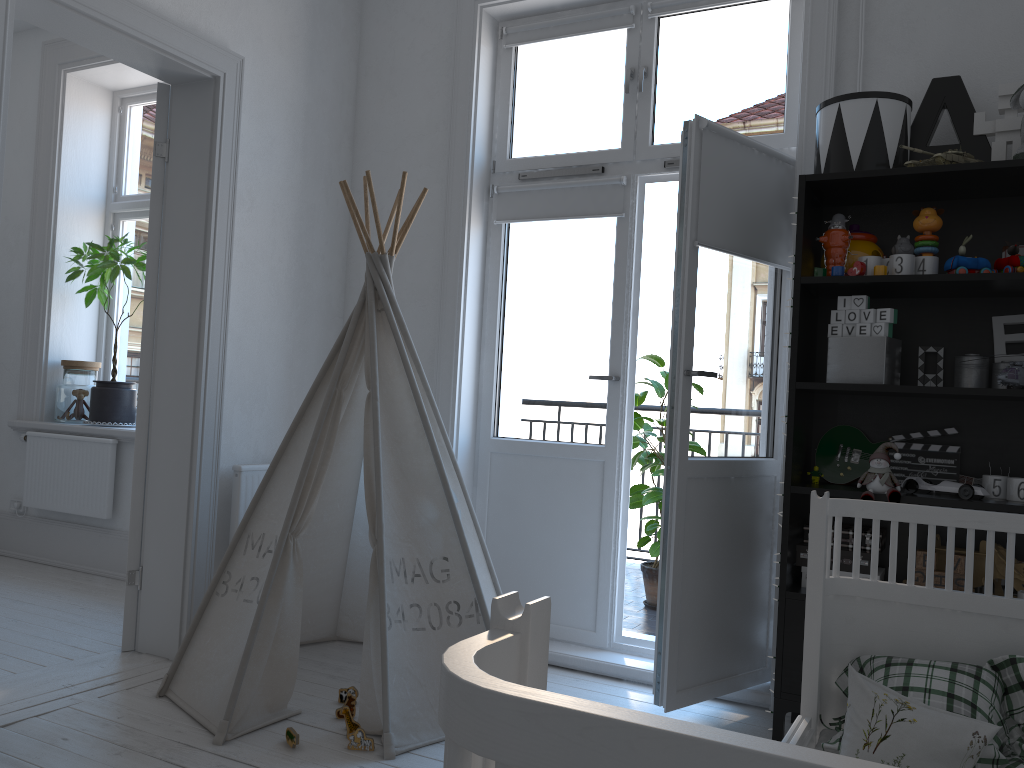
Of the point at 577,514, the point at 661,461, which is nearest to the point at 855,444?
the point at 577,514

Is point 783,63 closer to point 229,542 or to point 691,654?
point 691,654

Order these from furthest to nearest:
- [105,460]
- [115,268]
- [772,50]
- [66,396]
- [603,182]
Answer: [66,396]
[115,268]
[105,460]
[603,182]
[772,50]

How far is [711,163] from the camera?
2.73m

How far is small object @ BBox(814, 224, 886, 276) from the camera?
2.5m

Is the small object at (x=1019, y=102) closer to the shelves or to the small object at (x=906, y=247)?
the shelves

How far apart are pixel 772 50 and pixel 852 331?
1.21m

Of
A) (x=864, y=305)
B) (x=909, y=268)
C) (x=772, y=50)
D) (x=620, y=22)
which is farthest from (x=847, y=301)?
(x=620, y=22)

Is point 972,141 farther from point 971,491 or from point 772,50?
point 971,491

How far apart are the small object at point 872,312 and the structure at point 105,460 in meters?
3.6
